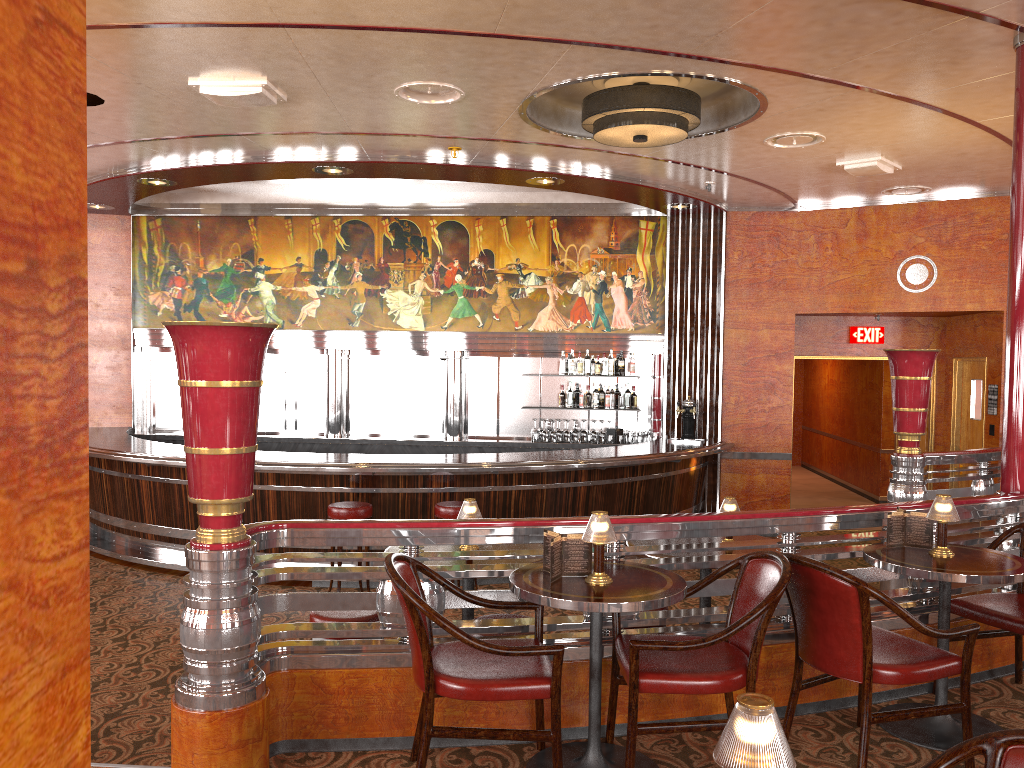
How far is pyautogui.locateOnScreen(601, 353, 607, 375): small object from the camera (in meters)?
10.15

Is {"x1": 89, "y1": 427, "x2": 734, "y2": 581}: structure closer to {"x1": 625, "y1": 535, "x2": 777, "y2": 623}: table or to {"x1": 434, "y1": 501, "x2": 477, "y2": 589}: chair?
{"x1": 434, "y1": 501, "x2": 477, "y2": 589}: chair

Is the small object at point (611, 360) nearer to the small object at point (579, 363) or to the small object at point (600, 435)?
the small object at point (579, 363)

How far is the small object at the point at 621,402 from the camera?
10.1 meters

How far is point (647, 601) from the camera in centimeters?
293cm

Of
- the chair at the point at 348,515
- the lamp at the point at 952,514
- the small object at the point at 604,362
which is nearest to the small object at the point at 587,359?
the small object at the point at 604,362

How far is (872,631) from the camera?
3.52m

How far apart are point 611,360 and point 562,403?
0.7m

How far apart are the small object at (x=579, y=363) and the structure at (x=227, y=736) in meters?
5.8

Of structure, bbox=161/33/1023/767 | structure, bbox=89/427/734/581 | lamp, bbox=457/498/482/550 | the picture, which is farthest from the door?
lamp, bbox=457/498/482/550
